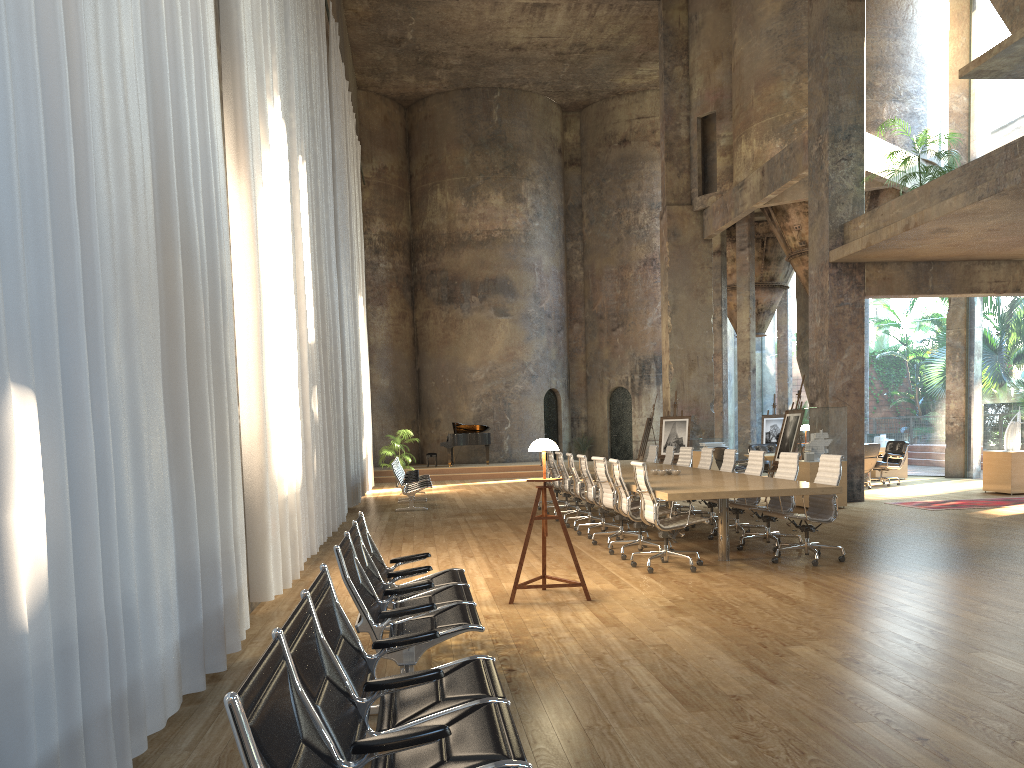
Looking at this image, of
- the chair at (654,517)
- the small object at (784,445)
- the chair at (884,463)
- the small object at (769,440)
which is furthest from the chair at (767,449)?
the chair at (654,517)

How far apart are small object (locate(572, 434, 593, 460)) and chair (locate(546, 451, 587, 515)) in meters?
14.8 m

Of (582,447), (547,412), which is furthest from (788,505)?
(582,447)

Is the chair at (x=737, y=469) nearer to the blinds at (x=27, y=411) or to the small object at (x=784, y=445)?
the small object at (x=784, y=445)

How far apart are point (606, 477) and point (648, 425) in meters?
11.8

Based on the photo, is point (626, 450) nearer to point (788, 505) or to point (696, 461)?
point (696, 461)

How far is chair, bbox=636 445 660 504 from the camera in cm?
1460

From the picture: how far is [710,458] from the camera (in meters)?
11.88

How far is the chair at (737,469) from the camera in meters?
17.1 m

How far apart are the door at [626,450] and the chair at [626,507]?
19.1m
